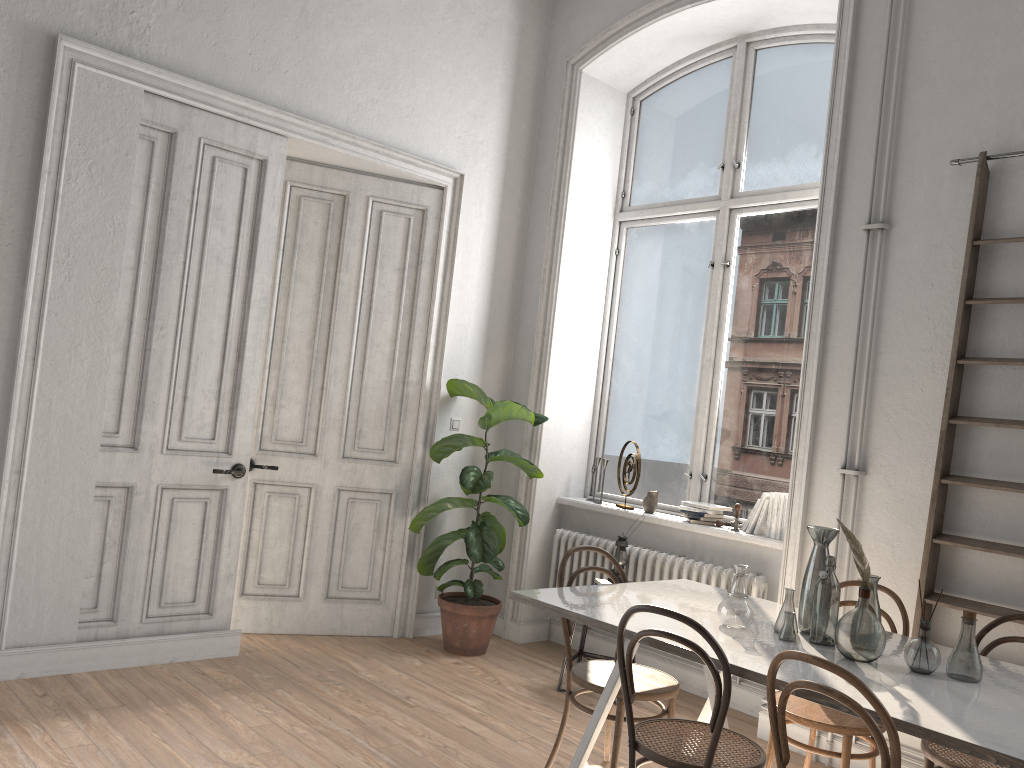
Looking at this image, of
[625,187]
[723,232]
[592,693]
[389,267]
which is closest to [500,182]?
[625,187]

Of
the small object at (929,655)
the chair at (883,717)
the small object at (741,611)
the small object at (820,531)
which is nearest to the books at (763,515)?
the small object at (820,531)

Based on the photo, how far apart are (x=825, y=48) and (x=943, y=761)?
3.8m

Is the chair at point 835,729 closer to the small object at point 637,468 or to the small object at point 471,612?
the small object at point 637,468

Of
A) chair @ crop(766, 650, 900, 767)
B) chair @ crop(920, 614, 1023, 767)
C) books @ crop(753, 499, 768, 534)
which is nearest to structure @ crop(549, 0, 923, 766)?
books @ crop(753, 499, 768, 534)

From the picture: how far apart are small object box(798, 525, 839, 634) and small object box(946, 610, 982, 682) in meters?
0.5

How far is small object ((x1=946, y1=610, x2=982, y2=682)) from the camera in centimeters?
272cm

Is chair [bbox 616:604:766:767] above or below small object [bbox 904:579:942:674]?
below

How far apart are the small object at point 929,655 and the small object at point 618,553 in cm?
215

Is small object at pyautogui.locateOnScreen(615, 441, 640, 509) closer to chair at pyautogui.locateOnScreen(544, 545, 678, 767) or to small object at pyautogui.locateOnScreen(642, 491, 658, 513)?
small object at pyautogui.locateOnScreen(642, 491, 658, 513)
